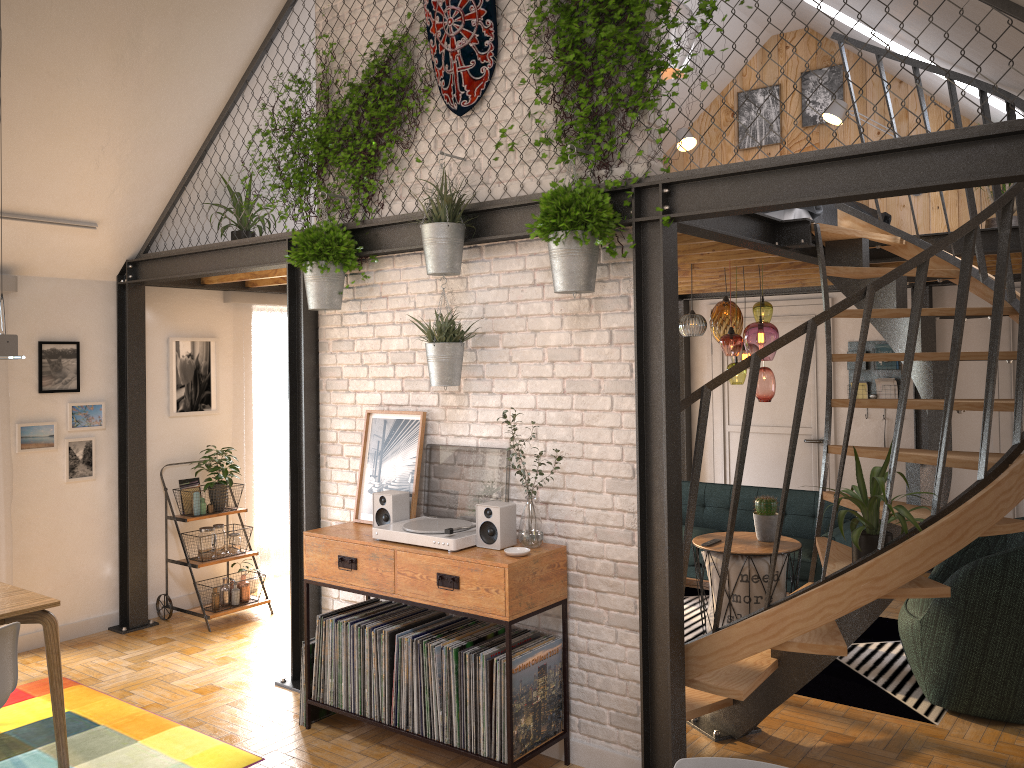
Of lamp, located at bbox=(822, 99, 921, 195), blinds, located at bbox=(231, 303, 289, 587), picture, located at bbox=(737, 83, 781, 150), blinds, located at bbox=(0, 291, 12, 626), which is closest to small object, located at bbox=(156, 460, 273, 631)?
blinds, located at bbox=(231, 303, 289, 587)

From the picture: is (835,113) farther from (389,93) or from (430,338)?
(430,338)

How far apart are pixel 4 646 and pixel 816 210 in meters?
5.1 m

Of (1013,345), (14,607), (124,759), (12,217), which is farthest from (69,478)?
(1013,345)

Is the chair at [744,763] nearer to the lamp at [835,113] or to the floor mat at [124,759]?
the floor mat at [124,759]

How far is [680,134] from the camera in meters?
8.1 m

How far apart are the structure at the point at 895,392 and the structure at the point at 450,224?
4.8 meters

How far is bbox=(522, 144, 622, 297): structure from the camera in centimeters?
357cm

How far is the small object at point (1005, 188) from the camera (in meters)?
6.52

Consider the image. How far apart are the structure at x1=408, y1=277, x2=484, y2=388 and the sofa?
3.2 meters
